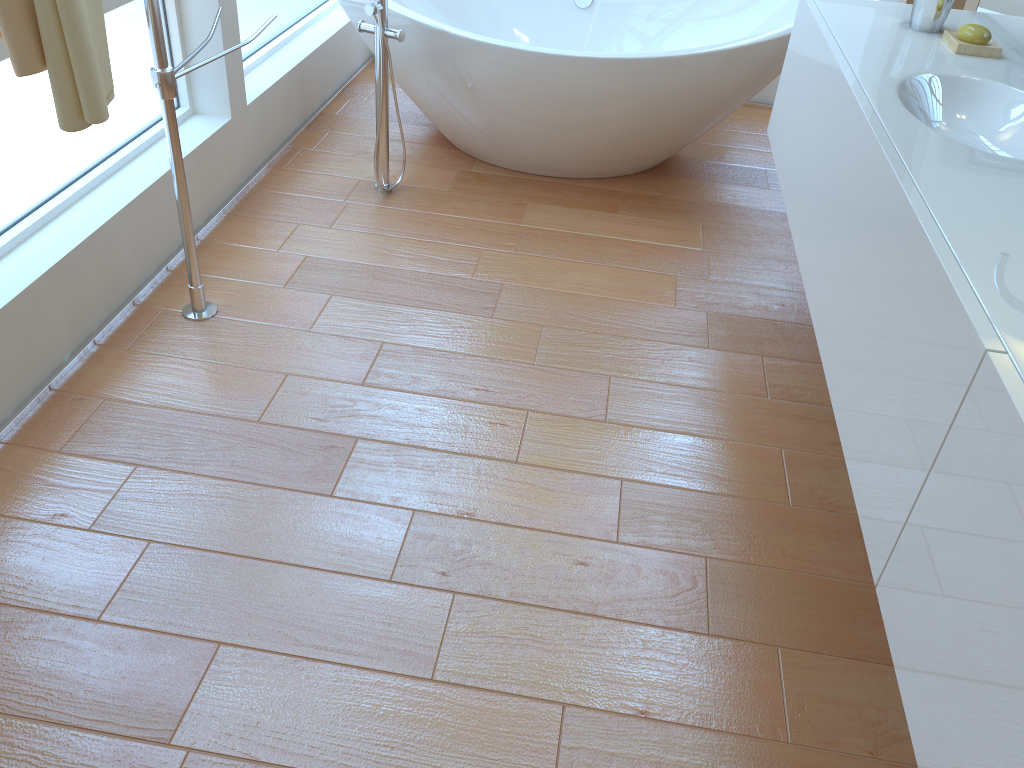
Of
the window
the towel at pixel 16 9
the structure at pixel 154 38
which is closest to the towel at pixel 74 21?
the towel at pixel 16 9

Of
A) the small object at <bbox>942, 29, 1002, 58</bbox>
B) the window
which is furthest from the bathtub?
the small object at <bbox>942, 29, 1002, 58</bbox>

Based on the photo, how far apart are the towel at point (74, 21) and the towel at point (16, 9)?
0.0 meters

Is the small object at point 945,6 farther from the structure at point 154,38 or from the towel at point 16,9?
the towel at point 16,9

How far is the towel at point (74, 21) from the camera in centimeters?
145cm

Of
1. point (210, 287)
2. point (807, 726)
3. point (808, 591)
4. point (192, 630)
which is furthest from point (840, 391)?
point (210, 287)

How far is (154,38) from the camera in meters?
1.8 m

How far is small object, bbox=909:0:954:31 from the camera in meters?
2.0 m

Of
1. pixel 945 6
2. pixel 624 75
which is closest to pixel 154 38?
pixel 624 75

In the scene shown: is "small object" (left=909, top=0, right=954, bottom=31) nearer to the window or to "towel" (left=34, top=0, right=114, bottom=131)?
"towel" (left=34, top=0, right=114, bottom=131)
